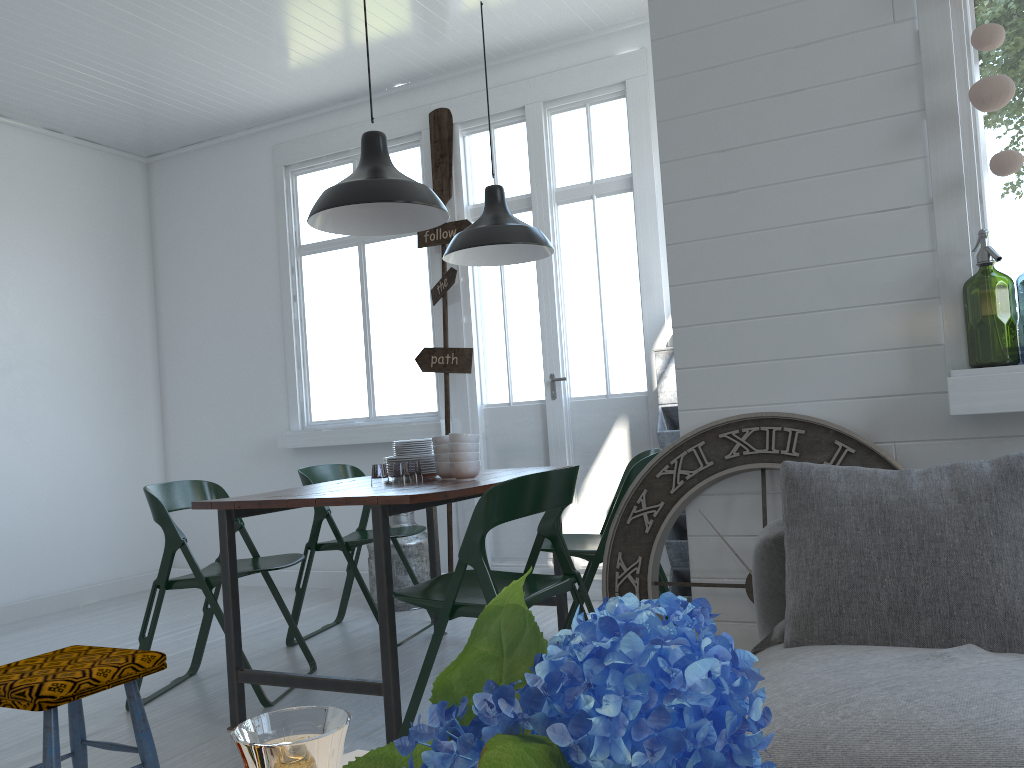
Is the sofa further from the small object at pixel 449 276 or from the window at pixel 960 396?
the small object at pixel 449 276

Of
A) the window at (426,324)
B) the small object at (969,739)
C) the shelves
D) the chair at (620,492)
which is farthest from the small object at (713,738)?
the window at (426,324)

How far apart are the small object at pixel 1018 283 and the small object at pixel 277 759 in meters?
8.2 m

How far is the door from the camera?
5.7m

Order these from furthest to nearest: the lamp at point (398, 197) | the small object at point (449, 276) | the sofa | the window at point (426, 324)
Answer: the window at point (426, 324), the small object at point (449, 276), the lamp at point (398, 197), the sofa

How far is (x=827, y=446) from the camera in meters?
2.8 m

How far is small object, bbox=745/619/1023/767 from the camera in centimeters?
161cm

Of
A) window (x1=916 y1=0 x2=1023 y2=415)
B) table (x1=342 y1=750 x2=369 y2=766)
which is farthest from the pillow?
table (x1=342 y1=750 x2=369 y2=766)

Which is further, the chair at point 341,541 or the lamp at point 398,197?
the chair at point 341,541

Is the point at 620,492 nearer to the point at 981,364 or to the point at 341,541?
the point at 341,541
